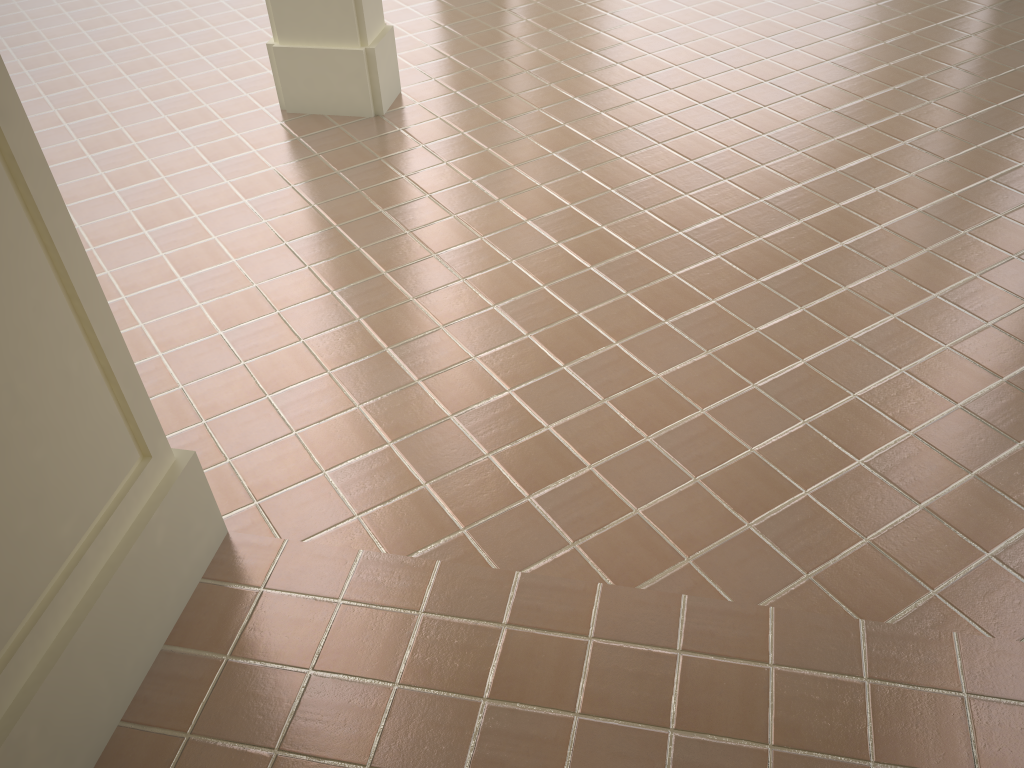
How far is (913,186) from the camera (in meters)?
5.21
